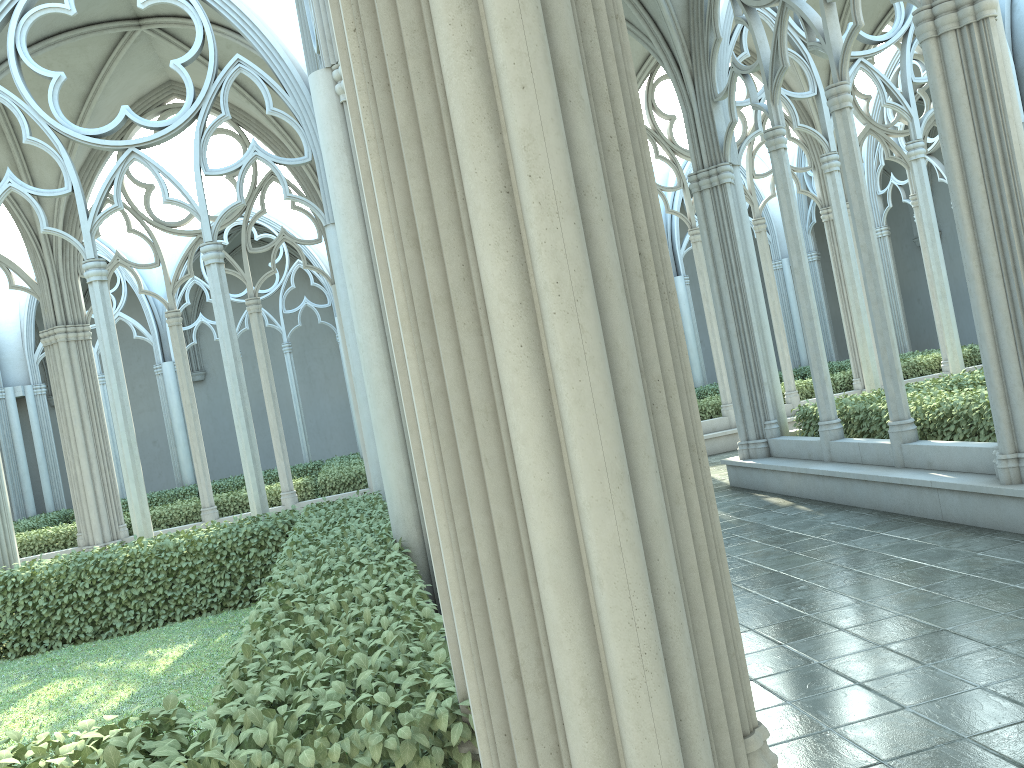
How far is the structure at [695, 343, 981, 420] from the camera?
16.57m

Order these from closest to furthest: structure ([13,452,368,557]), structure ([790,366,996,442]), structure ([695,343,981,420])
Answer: structure ([790,366,996,442])
structure ([13,452,368,557])
structure ([695,343,981,420])

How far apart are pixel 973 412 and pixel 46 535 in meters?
13.7

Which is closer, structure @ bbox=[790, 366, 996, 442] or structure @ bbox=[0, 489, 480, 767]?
structure @ bbox=[0, 489, 480, 767]

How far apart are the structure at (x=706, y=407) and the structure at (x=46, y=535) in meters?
6.3 m

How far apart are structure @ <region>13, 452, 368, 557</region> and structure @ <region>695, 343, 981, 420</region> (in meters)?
6.29

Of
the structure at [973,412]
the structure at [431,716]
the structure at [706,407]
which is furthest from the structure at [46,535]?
the structure at [973,412]

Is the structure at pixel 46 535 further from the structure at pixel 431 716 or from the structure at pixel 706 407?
the structure at pixel 706 407

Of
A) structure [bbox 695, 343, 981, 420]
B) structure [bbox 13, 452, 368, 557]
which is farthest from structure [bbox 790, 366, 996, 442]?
structure [bbox 13, 452, 368, 557]

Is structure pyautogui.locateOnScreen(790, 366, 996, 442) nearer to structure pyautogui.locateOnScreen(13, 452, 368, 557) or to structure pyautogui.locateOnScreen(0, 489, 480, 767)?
structure pyautogui.locateOnScreen(0, 489, 480, 767)
